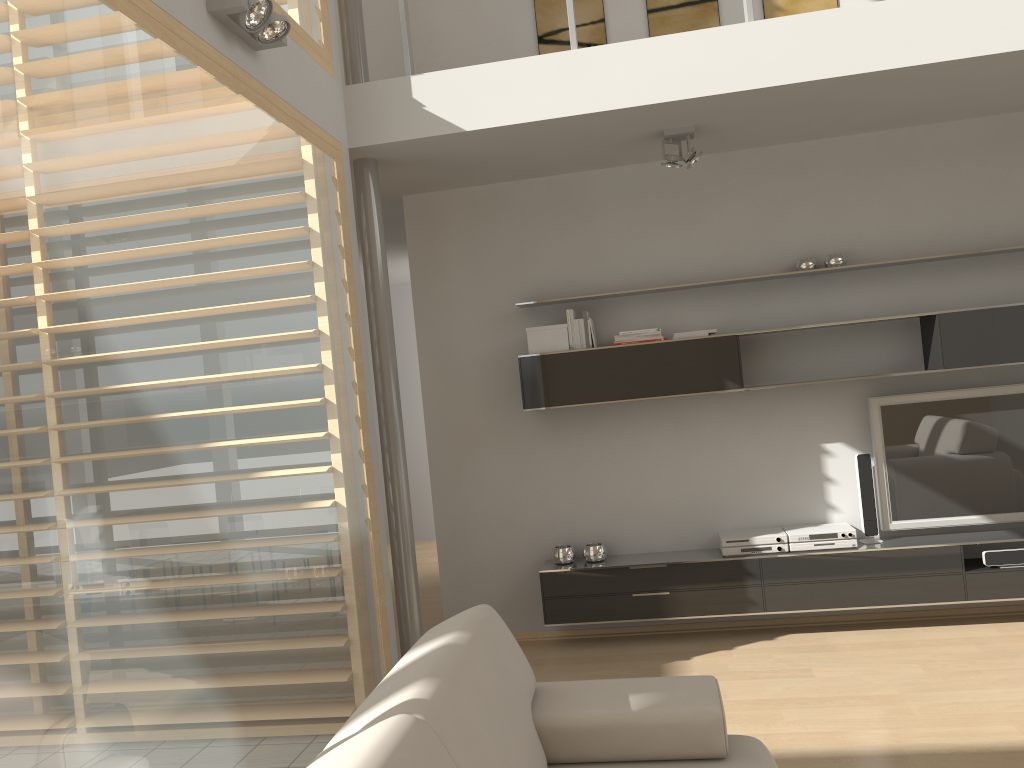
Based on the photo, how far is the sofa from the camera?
1.8m

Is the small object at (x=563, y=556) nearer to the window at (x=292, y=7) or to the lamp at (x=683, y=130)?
the lamp at (x=683, y=130)

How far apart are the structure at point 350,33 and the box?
1.57m

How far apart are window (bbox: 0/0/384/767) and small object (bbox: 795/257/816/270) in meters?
2.5 m

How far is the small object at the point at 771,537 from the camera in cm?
476

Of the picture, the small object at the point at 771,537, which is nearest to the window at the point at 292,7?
the picture

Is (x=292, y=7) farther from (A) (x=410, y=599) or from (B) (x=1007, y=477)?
(B) (x=1007, y=477)

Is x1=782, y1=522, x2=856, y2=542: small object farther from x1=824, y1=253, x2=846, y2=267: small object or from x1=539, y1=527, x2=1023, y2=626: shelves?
x1=824, y1=253, x2=846, y2=267: small object

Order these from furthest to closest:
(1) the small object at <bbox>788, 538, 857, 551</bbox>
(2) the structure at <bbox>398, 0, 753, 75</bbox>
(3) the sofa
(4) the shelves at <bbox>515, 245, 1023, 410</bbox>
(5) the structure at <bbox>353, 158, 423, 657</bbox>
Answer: (1) the small object at <bbox>788, 538, 857, 551</bbox>, (4) the shelves at <bbox>515, 245, 1023, 410</bbox>, (5) the structure at <bbox>353, 158, 423, 657</bbox>, (2) the structure at <bbox>398, 0, 753, 75</bbox>, (3) the sofa

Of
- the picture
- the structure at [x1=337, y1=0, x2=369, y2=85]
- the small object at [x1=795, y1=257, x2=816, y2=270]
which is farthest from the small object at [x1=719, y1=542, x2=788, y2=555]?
the structure at [x1=337, y1=0, x2=369, y2=85]
